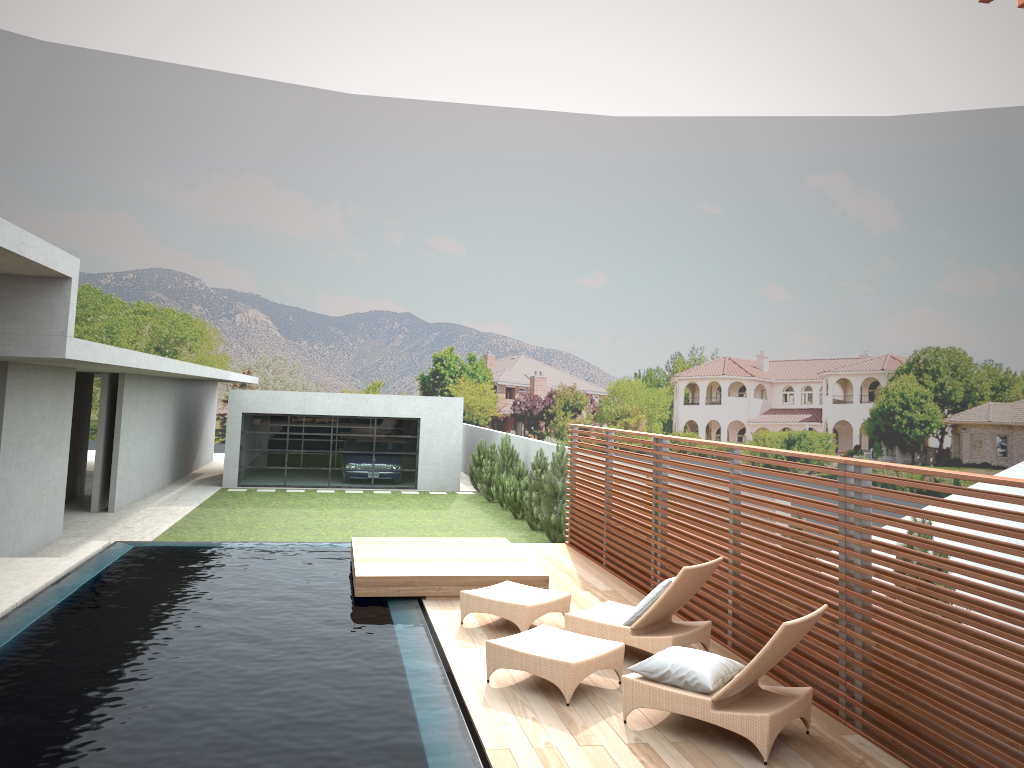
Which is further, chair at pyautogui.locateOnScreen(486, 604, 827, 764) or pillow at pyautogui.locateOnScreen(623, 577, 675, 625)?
pillow at pyautogui.locateOnScreen(623, 577, 675, 625)

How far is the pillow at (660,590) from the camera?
7.1 meters

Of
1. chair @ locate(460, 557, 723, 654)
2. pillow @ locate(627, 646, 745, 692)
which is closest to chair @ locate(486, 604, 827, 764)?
pillow @ locate(627, 646, 745, 692)

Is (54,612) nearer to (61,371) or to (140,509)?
(61,371)

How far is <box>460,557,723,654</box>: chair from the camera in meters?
7.1

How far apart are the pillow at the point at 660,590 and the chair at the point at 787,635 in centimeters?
56cm

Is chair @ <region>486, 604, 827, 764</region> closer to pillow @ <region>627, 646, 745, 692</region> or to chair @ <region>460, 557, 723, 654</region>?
pillow @ <region>627, 646, 745, 692</region>

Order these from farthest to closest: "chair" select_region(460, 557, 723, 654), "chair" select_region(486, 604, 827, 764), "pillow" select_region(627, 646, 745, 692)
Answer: "chair" select_region(460, 557, 723, 654) → "pillow" select_region(627, 646, 745, 692) → "chair" select_region(486, 604, 827, 764)

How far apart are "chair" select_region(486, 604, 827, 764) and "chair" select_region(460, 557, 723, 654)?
0.5m

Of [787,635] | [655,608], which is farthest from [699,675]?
[655,608]
